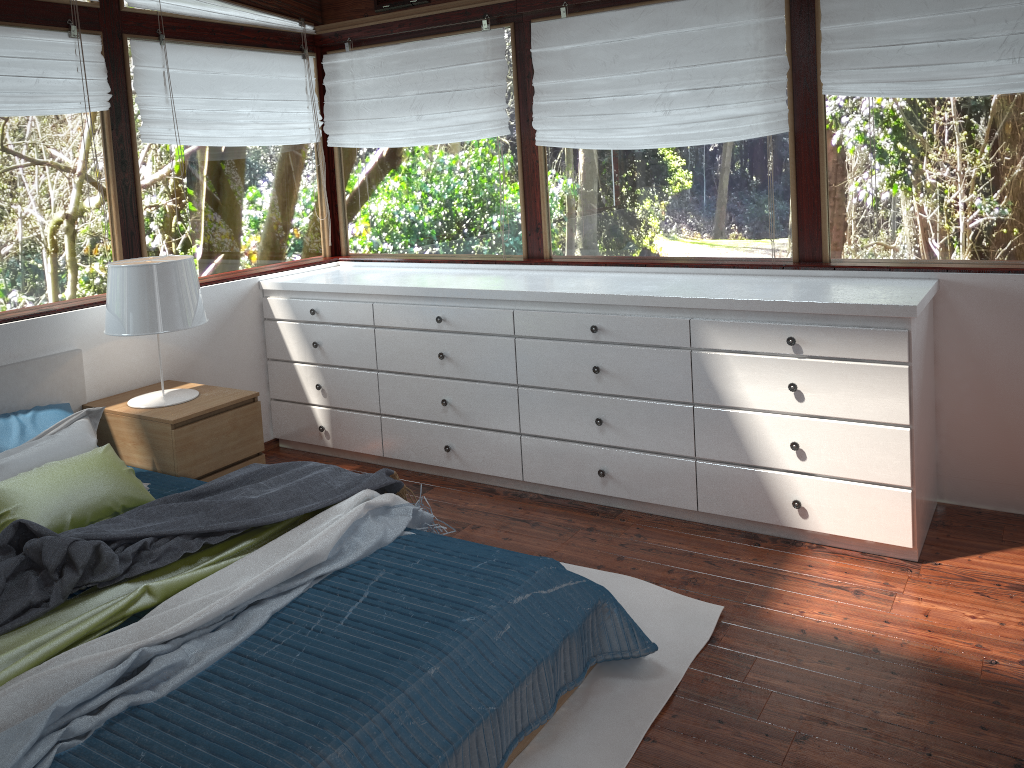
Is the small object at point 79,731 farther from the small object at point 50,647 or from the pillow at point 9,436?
the pillow at point 9,436

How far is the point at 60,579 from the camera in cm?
231

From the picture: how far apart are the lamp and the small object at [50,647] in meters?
1.1 m

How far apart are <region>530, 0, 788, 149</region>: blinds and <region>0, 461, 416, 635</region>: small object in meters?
1.9

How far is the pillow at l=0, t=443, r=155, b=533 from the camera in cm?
279

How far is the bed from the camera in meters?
1.9

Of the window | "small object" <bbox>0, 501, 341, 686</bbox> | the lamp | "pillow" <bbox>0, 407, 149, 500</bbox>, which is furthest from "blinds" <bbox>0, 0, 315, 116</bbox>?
"small object" <bbox>0, 501, 341, 686</bbox>

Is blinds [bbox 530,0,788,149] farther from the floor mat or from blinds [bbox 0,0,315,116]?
the floor mat

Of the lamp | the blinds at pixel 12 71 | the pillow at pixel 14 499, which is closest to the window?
the blinds at pixel 12 71

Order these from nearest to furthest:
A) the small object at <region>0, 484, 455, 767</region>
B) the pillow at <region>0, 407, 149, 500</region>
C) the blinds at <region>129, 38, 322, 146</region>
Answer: the small object at <region>0, 484, 455, 767</region>, the pillow at <region>0, 407, 149, 500</region>, the blinds at <region>129, 38, 322, 146</region>
